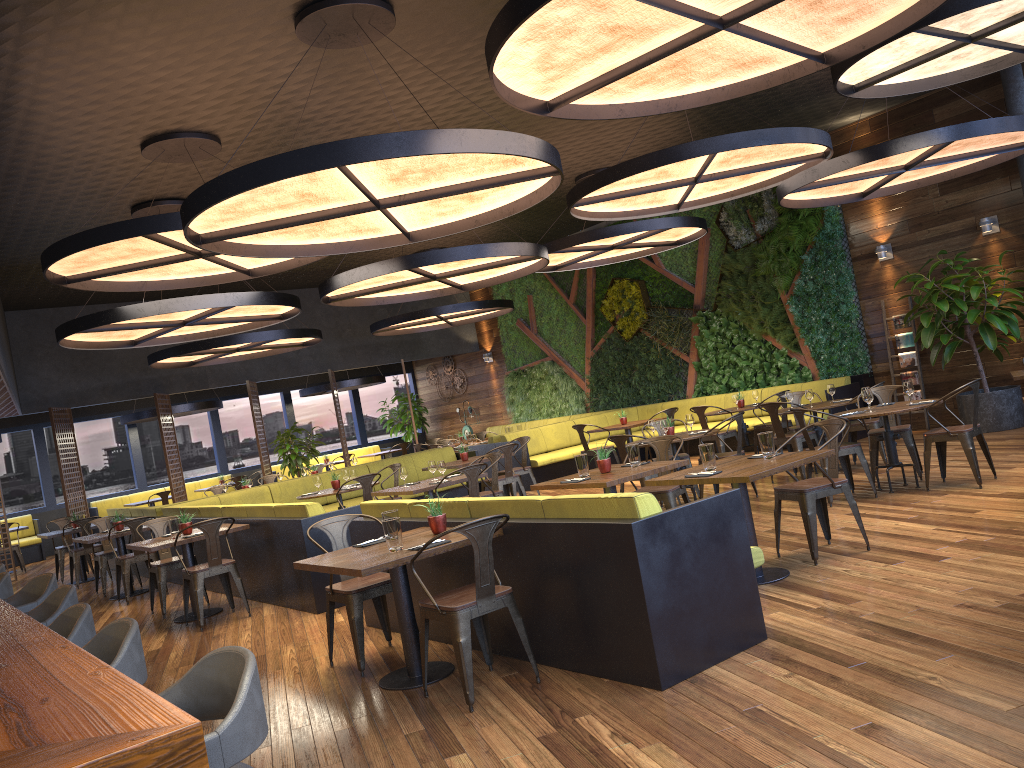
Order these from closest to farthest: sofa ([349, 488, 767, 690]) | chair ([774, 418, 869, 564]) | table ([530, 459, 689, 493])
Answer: sofa ([349, 488, 767, 690]) → chair ([774, 418, 869, 564]) → table ([530, 459, 689, 493])

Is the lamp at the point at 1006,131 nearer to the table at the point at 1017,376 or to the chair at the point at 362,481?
the table at the point at 1017,376

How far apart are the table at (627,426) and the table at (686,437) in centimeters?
360cm

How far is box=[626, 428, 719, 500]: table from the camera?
9.0m

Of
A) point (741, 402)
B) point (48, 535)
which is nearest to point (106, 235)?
point (48, 535)

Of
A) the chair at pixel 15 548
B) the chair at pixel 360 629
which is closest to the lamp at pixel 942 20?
the chair at pixel 360 629

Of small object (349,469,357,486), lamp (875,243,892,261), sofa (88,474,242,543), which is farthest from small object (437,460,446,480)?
sofa (88,474,242,543)

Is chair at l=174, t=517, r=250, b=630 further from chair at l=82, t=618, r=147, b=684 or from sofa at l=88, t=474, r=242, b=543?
sofa at l=88, t=474, r=242, b=543

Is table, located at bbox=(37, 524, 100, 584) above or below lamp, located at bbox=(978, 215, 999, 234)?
below

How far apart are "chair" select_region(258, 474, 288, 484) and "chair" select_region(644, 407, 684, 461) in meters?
6.9
